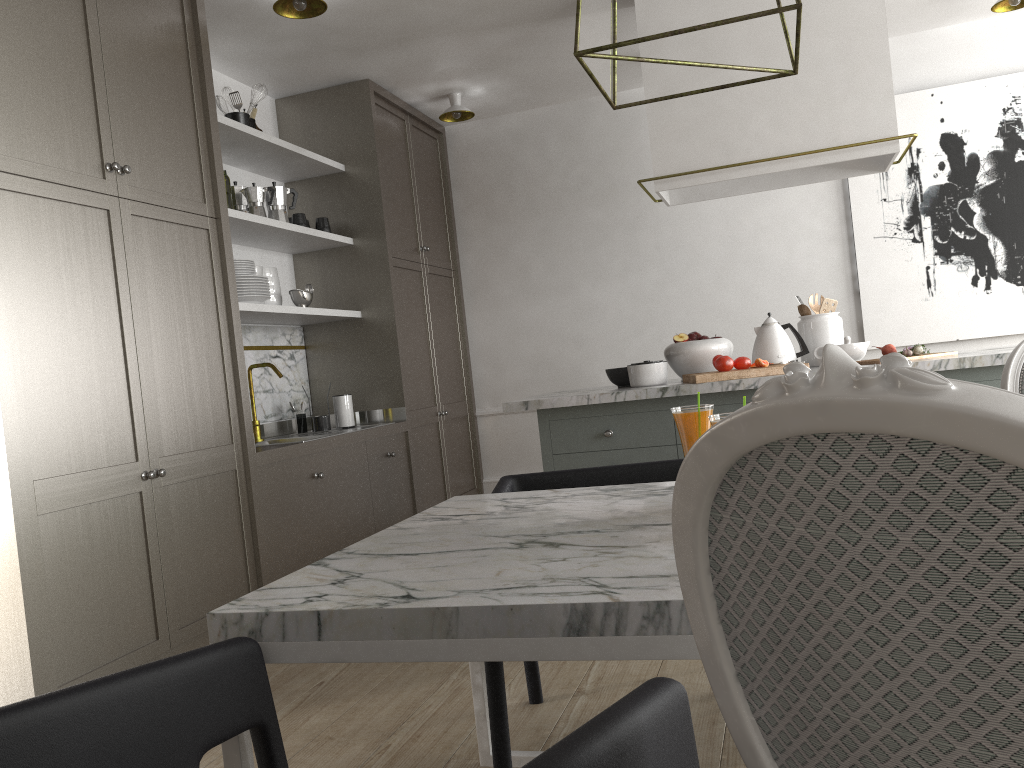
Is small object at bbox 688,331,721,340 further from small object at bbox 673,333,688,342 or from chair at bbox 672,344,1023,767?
chair at bbox 672,344,1023,767

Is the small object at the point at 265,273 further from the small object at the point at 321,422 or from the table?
the table

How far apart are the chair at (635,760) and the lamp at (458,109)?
4.1 meters

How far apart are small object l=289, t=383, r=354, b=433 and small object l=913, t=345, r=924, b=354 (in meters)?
2.54

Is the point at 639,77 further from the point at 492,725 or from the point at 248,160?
the point at 492,725

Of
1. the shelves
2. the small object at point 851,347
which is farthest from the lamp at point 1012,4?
the shelves

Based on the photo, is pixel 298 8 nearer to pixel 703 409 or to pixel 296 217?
pixel 296 217

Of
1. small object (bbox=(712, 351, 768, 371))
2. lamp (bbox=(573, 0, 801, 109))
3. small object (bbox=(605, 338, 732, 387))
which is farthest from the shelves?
lamp (bbox=(573, 0, 801, 109))

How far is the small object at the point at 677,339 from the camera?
3.5 meters

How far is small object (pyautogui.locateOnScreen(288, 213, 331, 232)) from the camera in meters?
4.2
